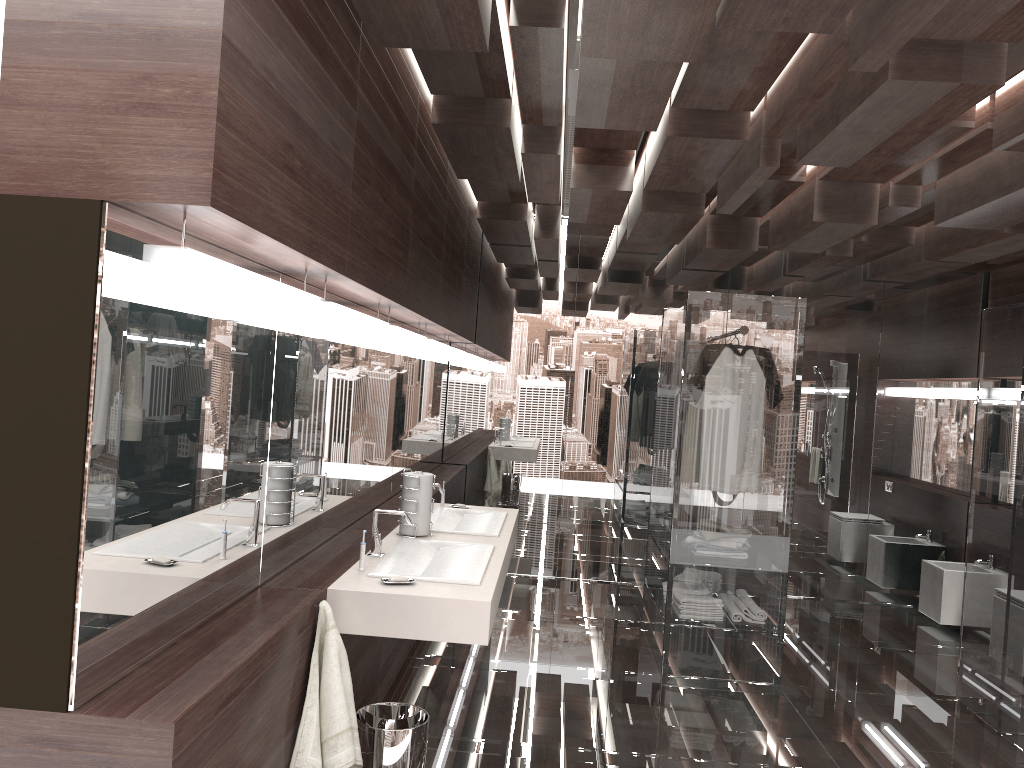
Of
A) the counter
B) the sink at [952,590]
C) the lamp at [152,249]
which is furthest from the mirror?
the sink at [952,590]

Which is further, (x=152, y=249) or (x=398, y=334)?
(x=398, y=334)

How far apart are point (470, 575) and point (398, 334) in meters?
1.2

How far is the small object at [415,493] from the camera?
3.5 meters

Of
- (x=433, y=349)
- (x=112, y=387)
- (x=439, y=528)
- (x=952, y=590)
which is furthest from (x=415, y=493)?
(x=952, y=590)

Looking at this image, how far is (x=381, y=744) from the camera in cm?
272

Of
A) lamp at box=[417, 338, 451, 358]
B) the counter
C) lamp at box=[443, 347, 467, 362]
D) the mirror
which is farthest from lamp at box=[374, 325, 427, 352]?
lamp at box=[443, 347, 467, 362]

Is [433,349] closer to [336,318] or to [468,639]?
[336,318]

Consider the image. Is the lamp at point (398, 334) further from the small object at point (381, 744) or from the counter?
the small object at point (381, 744)

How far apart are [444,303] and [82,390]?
3.3 meters
